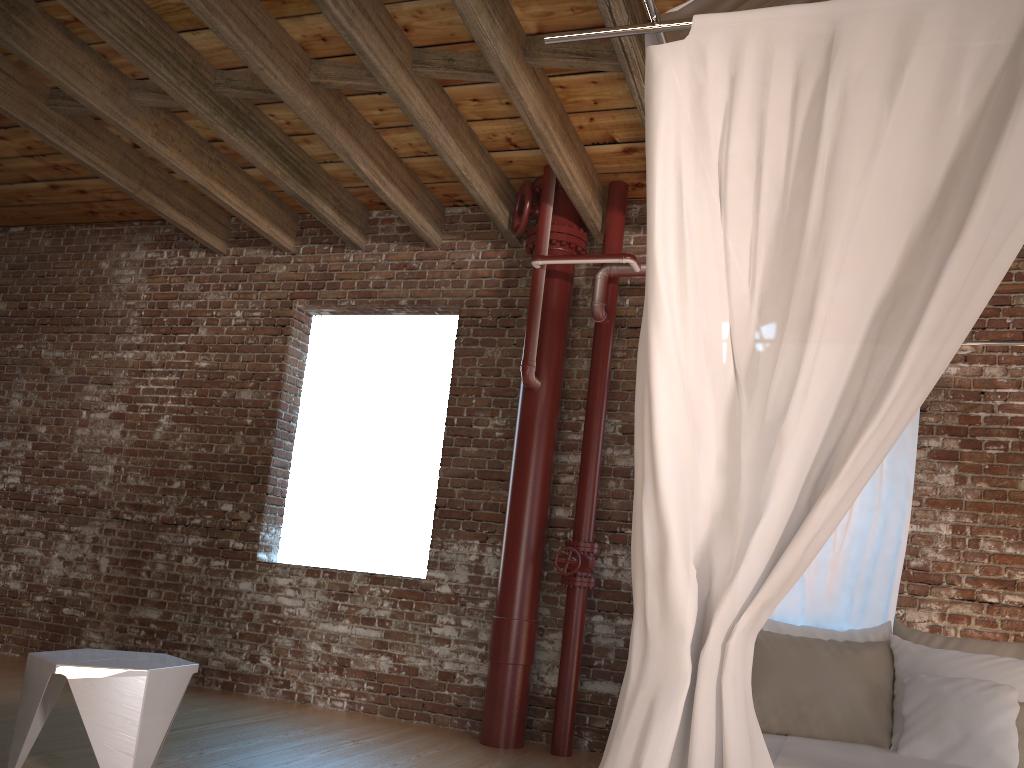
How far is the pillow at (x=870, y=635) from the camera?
3.4 meters

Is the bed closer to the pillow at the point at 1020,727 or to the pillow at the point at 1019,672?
the pillow at the point at 1019,672

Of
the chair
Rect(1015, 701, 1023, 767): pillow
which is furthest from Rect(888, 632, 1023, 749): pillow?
the chair

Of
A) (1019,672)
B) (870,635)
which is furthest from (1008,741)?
(870,635)

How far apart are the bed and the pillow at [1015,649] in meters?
0.1

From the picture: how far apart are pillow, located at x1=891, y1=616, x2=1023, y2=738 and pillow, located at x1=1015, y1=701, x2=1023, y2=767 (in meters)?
0.38

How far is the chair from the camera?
3.2 meters

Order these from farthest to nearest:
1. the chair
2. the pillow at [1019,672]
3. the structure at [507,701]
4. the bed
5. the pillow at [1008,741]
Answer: the structure at [507,701] < the chair < the pillow at [1019,672] < the pillow at [1008,741] < the bed

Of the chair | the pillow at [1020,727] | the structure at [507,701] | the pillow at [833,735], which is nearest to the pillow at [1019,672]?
the pillow at [833,735]

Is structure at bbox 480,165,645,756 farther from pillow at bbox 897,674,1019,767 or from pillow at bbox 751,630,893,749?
pillow at bbox 897,674,1019,767
